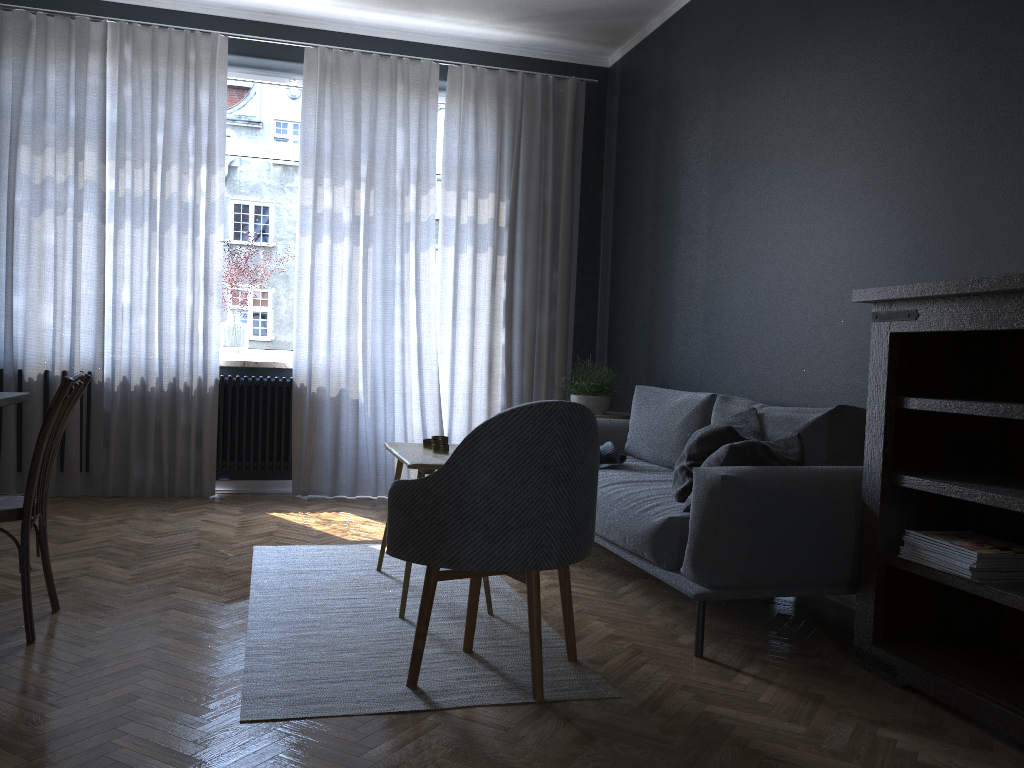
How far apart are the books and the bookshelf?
0.09m

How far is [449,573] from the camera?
2.48m

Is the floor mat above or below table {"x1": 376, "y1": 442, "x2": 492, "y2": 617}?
below

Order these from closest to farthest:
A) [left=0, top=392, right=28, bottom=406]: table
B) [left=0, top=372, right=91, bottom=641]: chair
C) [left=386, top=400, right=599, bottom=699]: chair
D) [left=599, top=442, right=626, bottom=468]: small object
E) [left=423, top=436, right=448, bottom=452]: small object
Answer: [left=386, top=400, right=599, bottom=699]: chair → [left=0, top=372, right=91, bottom=641]: chair → [left=0, top=392, right=28, bottom=406]: table → [left=423, top=436, right=448, bottom=452]: small object → [left=599, top=442, right=626, bottom=468]: small object

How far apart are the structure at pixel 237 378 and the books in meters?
3.9

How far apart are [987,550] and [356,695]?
1.7m

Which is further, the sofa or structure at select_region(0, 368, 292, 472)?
structure at select_region(0, 368, 292, 472)

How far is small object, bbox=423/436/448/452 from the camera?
3.37m

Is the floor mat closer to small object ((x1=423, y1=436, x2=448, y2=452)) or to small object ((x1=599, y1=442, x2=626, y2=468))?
small object ((x1=423, y1=436, x2=448, y2=452))

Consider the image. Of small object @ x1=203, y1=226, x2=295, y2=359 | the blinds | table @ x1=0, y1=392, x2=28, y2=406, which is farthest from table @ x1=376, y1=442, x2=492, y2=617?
small object @ x1=203, y1=226, x2=295, y2=359
